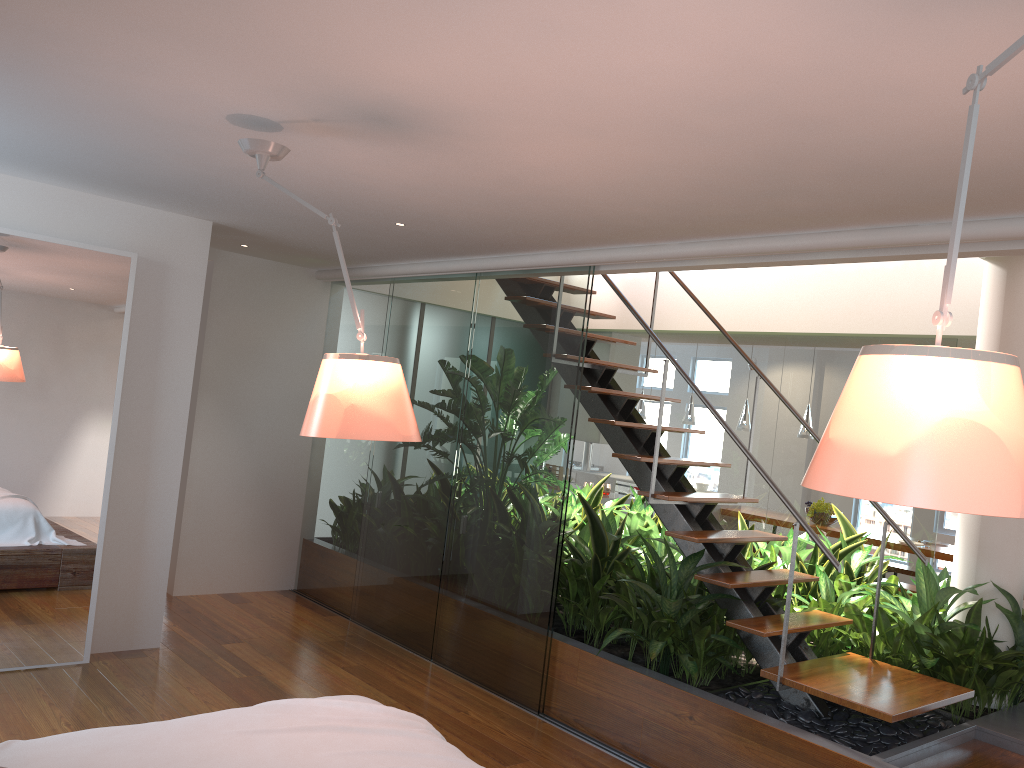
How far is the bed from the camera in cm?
218

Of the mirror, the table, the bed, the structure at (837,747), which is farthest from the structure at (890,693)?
the table

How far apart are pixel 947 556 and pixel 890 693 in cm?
442

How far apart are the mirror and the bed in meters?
2.2

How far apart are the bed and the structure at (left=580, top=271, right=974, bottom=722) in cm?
171

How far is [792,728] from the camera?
3.6m

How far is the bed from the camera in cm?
218

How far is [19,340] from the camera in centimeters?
420cm

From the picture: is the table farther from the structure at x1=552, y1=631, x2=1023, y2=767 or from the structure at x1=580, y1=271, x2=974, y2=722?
the structure at x1=580, y1=271, x2=974, y2=722

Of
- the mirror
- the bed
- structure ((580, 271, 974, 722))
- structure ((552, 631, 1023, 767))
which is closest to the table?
structure ((552, 631, 1023, 767))
